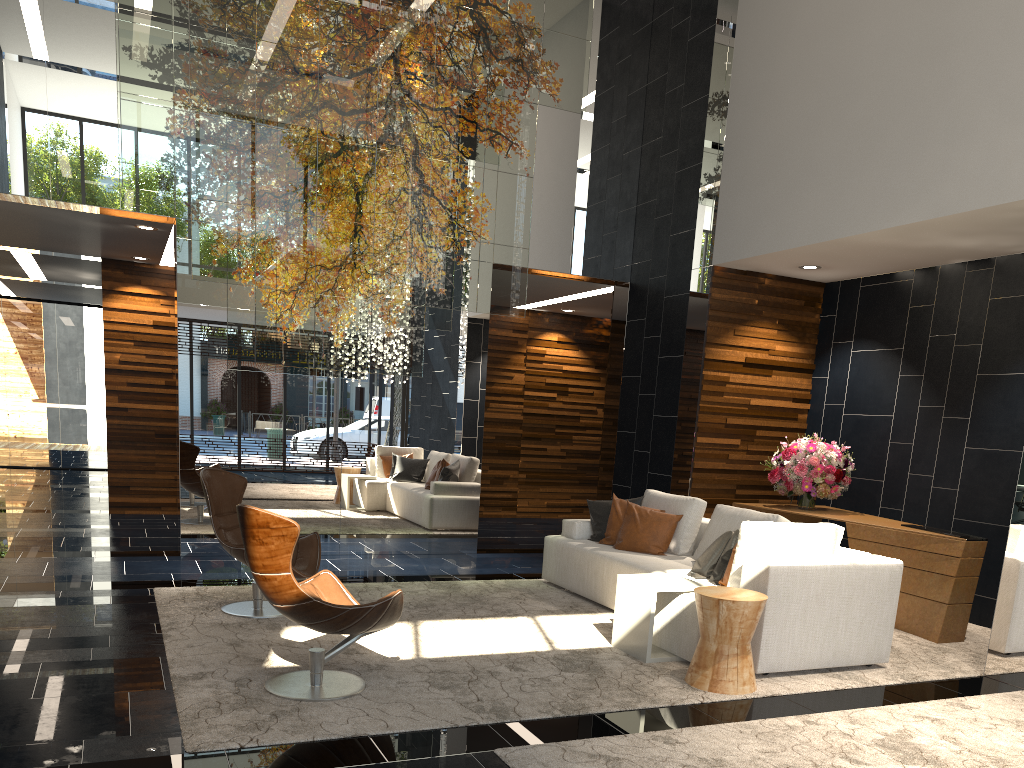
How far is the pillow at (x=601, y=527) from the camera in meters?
6.9 m

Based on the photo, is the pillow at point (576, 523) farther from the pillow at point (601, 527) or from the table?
the table

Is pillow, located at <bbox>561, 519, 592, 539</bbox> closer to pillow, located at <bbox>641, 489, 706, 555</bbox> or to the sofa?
the sofa

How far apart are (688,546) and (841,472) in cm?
177

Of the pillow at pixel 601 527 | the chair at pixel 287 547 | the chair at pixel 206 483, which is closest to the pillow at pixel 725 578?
the pillow at pixel 601 527

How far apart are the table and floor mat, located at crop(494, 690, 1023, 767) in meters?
1.0

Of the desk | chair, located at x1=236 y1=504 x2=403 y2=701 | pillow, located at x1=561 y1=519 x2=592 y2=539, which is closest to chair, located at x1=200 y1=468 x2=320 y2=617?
chair, located at x1=236 y1=504 x2=403 y2=701

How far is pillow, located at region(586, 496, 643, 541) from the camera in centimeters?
690cm

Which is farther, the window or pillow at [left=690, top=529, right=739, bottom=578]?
the window

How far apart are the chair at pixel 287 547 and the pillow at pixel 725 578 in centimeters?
213cm
